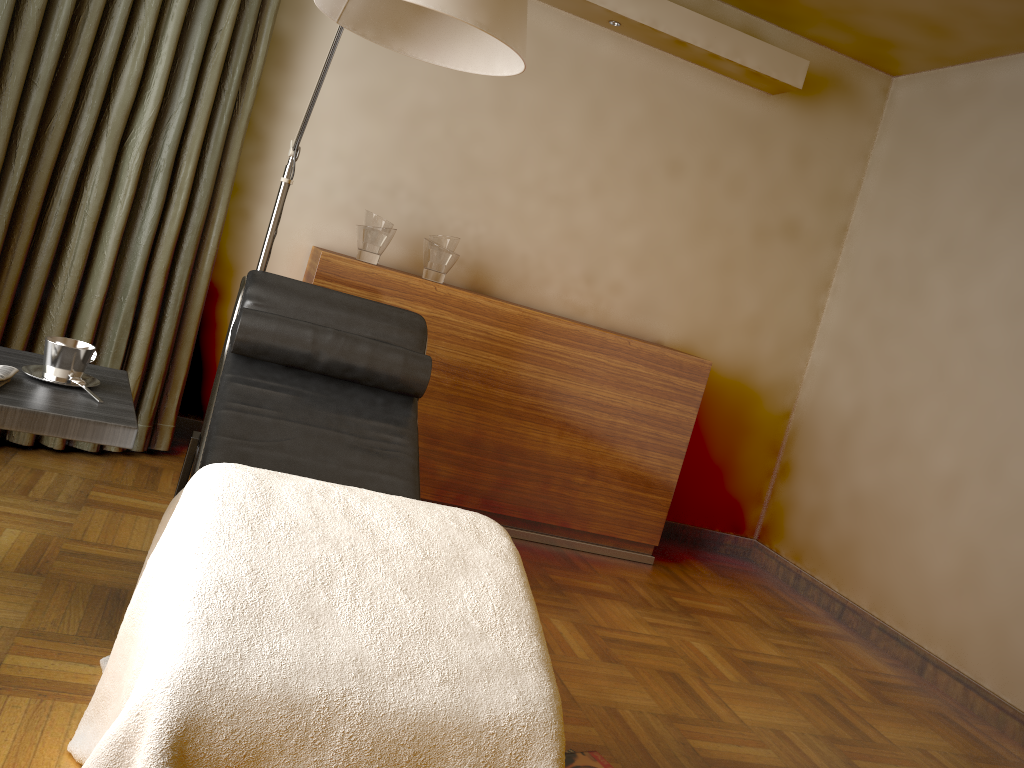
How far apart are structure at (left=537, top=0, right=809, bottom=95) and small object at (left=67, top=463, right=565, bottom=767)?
2.5m

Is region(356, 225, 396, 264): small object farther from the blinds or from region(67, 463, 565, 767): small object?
region(67, 463, 565, 767): small object

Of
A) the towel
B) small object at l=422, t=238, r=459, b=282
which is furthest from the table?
small object at l=422, t=238, r=459, b=282

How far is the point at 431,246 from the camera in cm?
338

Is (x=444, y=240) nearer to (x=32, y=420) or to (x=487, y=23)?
(x=487, y=23)

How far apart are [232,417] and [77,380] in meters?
0.5 m

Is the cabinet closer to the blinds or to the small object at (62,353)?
the blinds

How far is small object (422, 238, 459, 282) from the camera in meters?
3.4 m

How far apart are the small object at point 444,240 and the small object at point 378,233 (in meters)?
0.16

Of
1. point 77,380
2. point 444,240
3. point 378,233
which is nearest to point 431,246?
point 444,240
